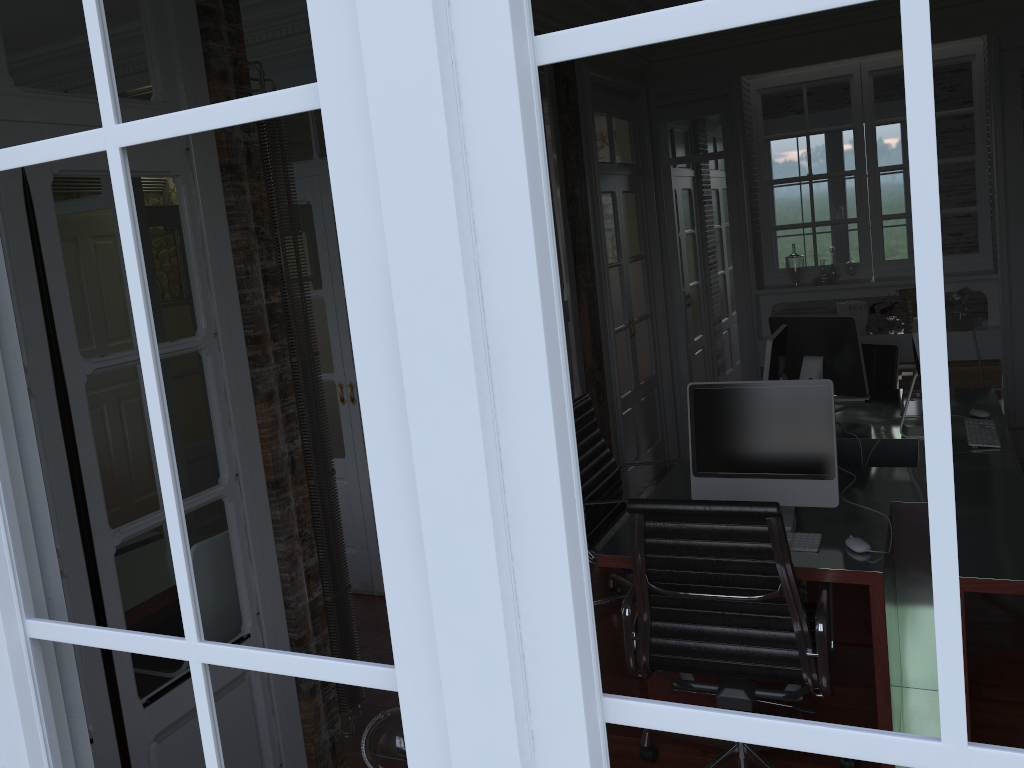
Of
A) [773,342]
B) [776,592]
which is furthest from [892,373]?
[776,592]

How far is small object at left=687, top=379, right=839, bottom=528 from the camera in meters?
2.9 m

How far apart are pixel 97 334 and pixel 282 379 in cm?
65

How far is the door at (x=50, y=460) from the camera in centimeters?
205cm

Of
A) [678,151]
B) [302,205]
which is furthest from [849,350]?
[302,205]

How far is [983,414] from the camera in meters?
4.0

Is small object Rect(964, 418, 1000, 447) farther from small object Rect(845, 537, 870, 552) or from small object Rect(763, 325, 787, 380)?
small object Rect(845, 537, 870, 552)

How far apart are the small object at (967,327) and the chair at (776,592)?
3.44m

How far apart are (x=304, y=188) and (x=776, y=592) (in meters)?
3.03

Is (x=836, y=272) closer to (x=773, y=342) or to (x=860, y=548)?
(x=773, y=342)
